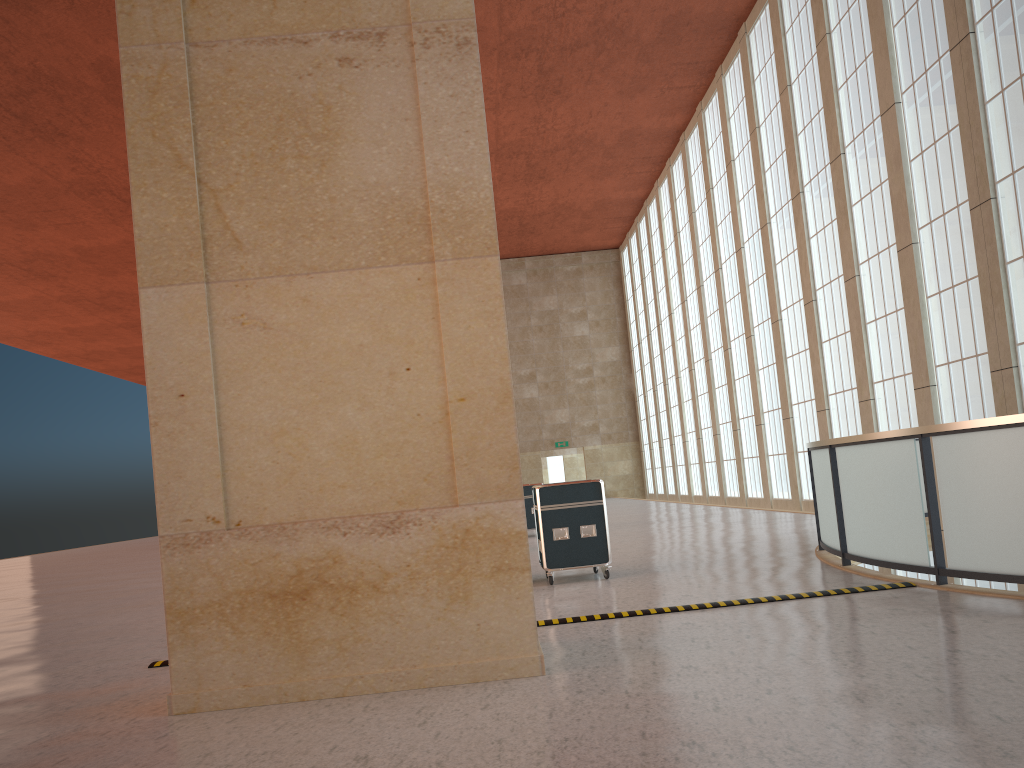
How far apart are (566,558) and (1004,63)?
13.6m

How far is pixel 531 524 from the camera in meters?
25.6

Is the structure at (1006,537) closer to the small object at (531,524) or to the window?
the window

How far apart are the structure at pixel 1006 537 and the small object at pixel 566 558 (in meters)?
3.20

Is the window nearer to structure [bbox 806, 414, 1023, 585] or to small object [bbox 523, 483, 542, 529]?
structure [bbox 806, 414, 1023, 585]

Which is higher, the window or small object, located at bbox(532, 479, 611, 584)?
the window

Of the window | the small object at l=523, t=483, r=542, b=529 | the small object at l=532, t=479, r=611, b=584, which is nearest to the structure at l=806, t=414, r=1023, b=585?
the window

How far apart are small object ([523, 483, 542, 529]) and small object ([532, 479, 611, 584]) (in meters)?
11.74

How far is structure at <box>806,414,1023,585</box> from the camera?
8.7 meters

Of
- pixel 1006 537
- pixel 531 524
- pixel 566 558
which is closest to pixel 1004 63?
pixel 1006 537
